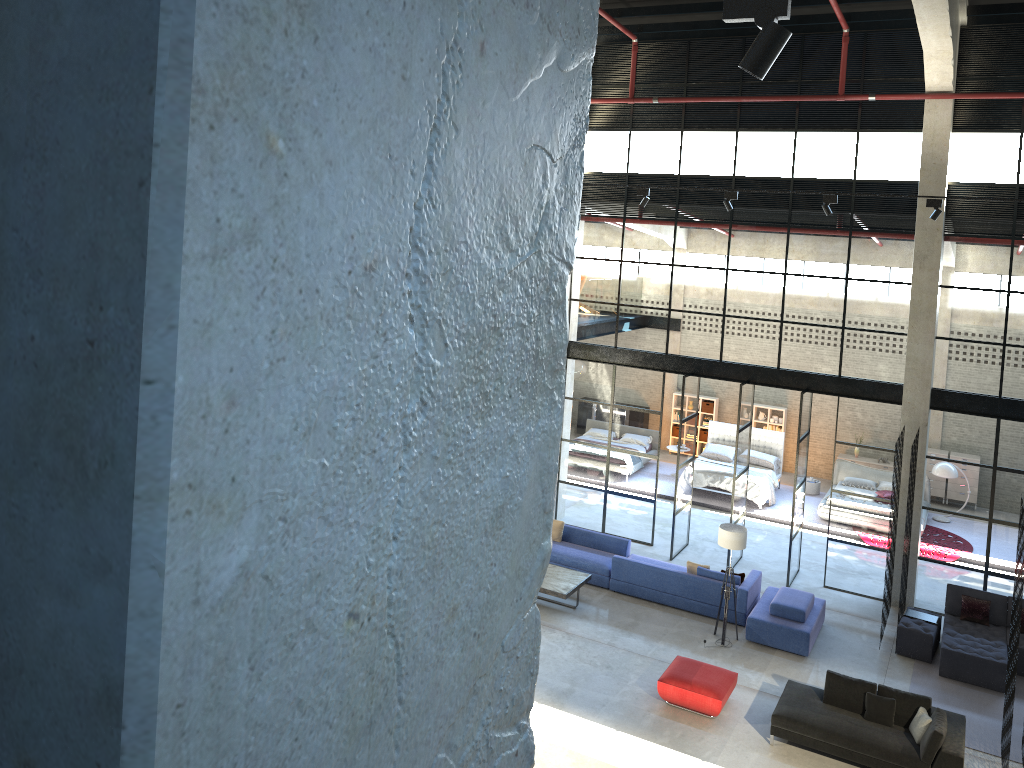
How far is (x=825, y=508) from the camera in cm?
1992

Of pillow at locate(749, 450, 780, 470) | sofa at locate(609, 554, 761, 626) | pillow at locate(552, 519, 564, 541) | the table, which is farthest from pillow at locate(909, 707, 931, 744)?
pillow at locate(749, 450, 780, 470)

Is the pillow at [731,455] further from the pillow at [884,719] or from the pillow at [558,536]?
the pillow at [884,719]

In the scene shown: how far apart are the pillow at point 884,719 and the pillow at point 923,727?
0.3m

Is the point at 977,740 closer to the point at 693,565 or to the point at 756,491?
the point at 693,565

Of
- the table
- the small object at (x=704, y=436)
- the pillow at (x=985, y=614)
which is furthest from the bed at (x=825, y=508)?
the table

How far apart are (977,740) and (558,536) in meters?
7.6

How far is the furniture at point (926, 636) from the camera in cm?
1369

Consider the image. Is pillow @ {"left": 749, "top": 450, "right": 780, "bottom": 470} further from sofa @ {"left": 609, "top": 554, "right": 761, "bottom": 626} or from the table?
the table

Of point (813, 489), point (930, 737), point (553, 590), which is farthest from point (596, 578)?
point (813, 489)
